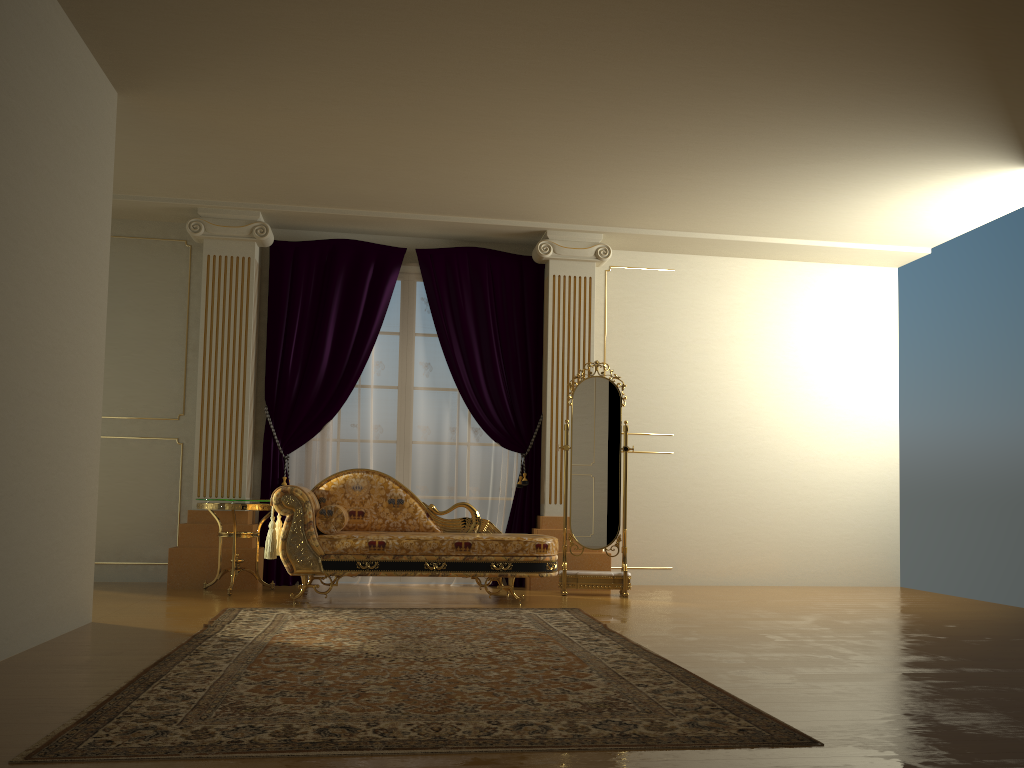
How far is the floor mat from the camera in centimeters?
236cm

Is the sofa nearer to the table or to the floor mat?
the table

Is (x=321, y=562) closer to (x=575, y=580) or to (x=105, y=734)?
(x=575, y=580)

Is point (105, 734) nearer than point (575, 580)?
Yes

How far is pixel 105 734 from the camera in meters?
2.4

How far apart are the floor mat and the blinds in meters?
1.5 m

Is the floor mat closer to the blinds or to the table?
the table

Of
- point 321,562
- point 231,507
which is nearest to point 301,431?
point 231,507

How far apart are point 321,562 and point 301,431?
1.5 meters

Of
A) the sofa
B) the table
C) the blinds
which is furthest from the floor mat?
the blinds
